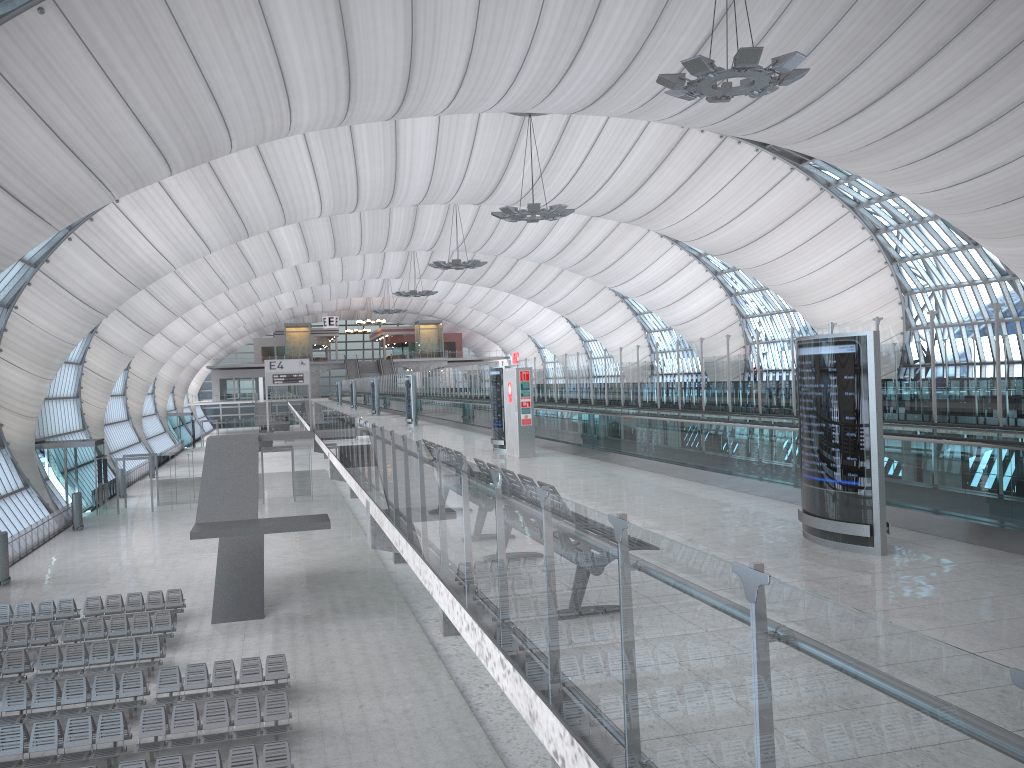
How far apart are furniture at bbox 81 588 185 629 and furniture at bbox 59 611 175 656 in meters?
1.4 m

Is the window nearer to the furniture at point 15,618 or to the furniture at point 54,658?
the furniture at point 15,618

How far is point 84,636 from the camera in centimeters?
2234cm

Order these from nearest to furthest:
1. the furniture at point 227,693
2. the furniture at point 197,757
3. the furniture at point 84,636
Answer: the furniture at point 197,757 < the furniture at point 227,693 < the furniture at point 84,636

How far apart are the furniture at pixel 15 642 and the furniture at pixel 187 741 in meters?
7.2

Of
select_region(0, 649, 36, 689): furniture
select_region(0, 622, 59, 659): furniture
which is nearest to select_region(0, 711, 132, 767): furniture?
select_region(0, 649, 36, 689): furniture

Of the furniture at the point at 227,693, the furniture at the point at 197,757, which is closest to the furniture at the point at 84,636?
the furniture at the point at 227,693

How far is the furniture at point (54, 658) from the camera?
20.1 meters

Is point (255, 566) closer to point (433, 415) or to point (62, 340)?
point (433, 415)

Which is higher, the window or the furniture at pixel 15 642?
the window
